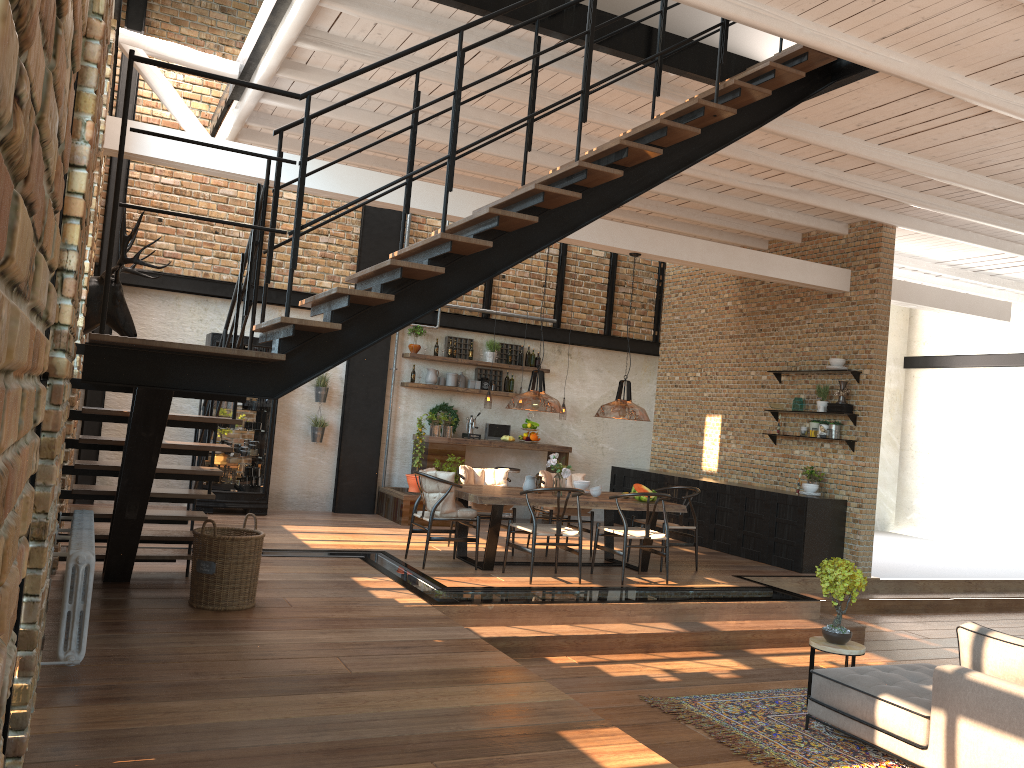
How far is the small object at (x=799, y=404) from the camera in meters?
10.8

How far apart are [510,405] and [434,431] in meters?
5.4 m

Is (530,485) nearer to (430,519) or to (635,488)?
(635,488)

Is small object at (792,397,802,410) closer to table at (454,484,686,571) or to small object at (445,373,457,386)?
table at (454,484,686,571)

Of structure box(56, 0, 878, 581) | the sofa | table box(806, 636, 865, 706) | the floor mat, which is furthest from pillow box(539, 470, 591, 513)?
the sofa

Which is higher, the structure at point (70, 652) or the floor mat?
the structure at point (70, 652)

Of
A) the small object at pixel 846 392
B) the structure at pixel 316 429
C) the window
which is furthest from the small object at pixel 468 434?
the window

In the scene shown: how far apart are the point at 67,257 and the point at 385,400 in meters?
8.7

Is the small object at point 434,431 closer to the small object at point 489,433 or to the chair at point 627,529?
the small object at point 489,433

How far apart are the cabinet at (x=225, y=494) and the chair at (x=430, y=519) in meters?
3.0 m
